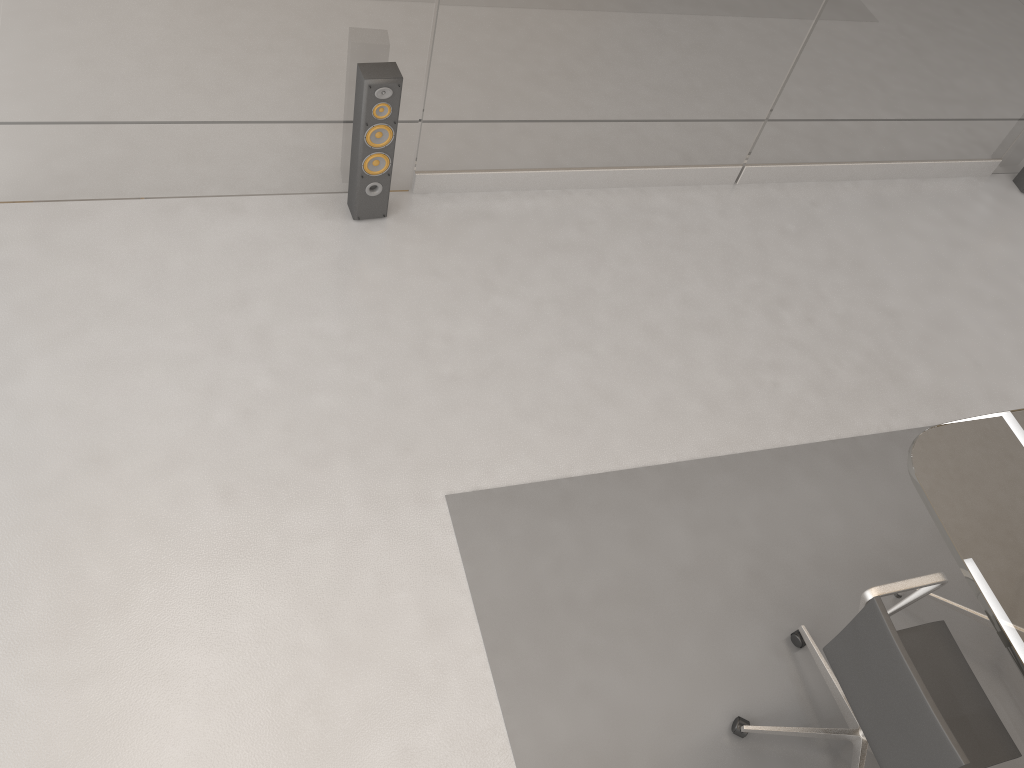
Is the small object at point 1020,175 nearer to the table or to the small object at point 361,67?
the table

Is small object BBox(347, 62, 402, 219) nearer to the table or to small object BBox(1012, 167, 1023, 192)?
the table

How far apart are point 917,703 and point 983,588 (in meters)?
0.48

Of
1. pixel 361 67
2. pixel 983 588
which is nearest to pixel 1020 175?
pixel 983 588

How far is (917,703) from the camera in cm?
216

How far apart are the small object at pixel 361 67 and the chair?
2.37m

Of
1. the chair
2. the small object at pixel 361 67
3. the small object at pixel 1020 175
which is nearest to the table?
the chair

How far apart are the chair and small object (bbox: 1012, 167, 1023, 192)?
3.44m

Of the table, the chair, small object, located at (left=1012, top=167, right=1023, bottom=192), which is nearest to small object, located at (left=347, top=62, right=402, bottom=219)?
the table

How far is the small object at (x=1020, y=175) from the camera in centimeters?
510cm
